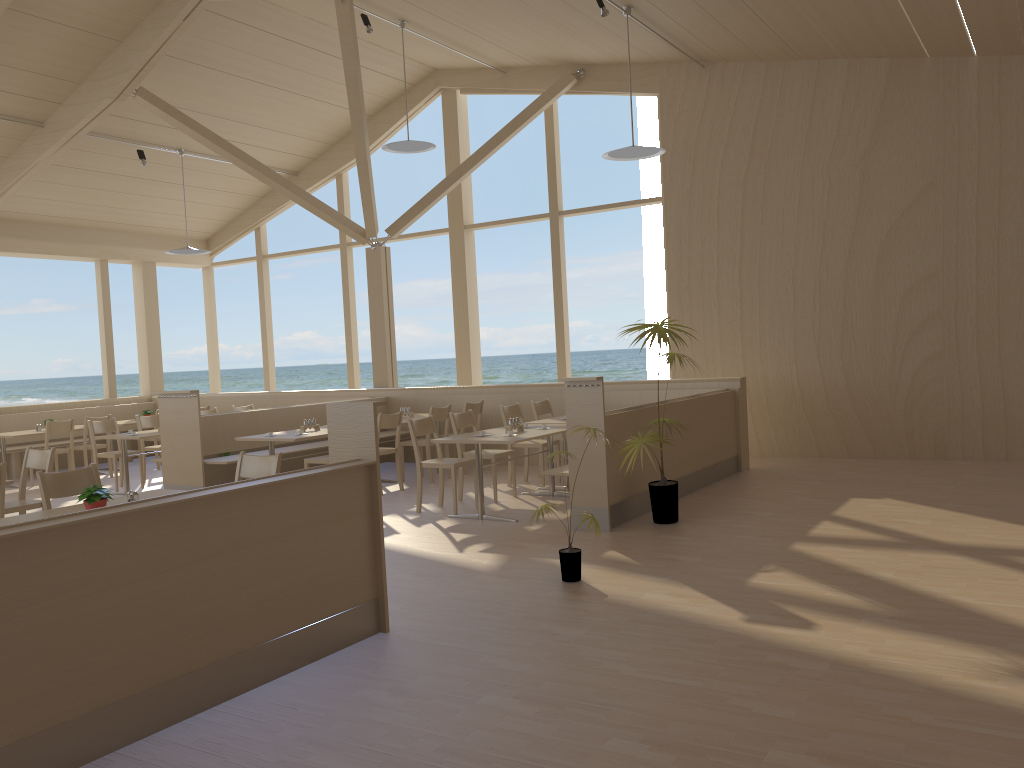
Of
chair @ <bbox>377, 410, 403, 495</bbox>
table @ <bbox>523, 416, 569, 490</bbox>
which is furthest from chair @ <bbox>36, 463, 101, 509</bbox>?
table @ <bbox>523, 416, 569, 490</bbox>

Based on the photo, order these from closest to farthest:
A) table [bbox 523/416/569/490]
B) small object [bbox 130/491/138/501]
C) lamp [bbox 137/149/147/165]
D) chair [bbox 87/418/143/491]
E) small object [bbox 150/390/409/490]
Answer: small object [bbox 130/491/138/501]
table [bbox 523/416/569/490]
small object [bbox 150/390/409/490]
chair [bbox 87/418/143/491]
lamp [bbox 137/149/147/165]

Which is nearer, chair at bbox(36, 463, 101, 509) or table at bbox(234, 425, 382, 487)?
chair at bbox(36, 463, 101, 509)

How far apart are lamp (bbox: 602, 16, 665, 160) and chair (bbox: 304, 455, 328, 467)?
3.81m

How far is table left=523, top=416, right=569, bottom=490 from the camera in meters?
8.3

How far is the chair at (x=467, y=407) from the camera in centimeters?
956cm

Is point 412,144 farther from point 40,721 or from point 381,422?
point 40,721

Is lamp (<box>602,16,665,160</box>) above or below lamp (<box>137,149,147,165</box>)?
below

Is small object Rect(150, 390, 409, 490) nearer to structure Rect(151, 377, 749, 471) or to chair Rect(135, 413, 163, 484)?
structure Rect(151, 377, 749, 471)

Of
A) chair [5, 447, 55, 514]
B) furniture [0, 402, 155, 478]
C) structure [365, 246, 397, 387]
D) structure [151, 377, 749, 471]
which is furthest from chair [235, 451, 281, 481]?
furniture [0, 402, 155, 478]
